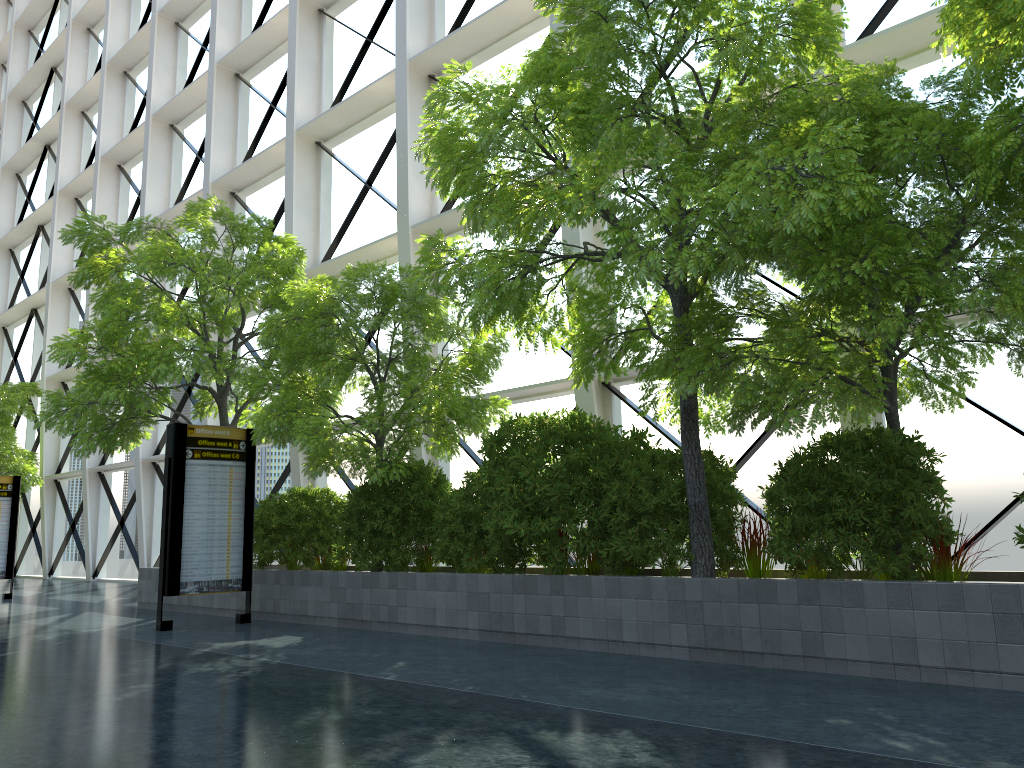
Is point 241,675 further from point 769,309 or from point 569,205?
point 769,309
